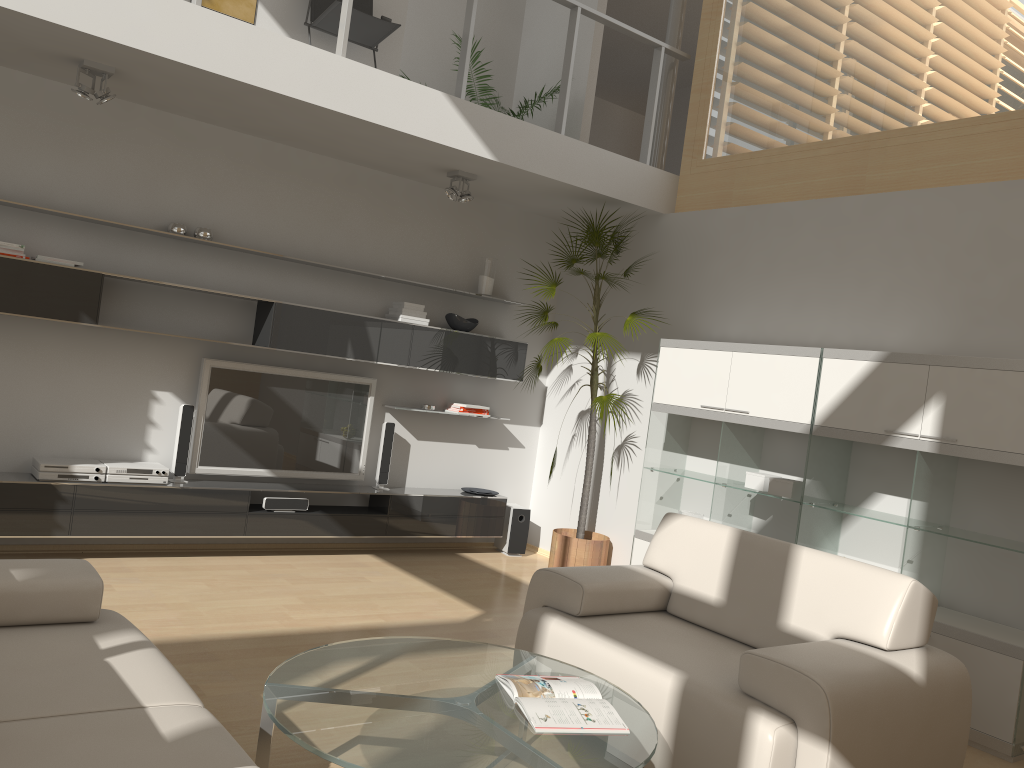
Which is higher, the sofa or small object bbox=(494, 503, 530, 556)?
the sofa

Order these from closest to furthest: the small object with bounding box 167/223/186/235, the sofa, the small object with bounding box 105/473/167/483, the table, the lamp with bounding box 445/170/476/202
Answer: the sofa
the table
the small object with bounding box 105/473/167/483
the small object with bounding box 167/223/186/235
the lamp with bounding box 445/170/476/202

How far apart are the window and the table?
3.7 meters

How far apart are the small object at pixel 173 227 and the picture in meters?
1.4

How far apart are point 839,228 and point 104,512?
4.60m

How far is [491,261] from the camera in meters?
6.7 m

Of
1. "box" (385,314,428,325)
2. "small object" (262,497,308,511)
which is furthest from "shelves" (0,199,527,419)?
"small object" (262,497,308,511)

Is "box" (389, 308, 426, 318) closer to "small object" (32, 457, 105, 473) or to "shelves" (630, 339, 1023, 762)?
"shelves" (630, 339, 1023, 762)

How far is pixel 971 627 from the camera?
4.1m

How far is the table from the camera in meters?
2.3
